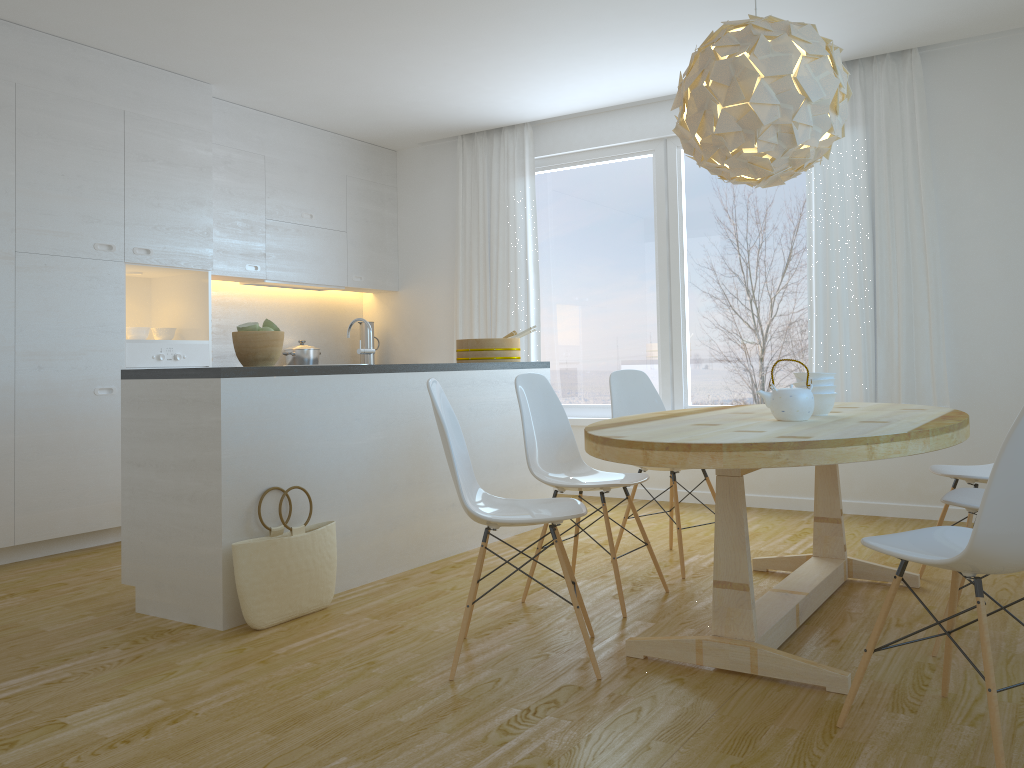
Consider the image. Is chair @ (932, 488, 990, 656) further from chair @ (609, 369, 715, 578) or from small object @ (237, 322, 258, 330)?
small object @ (237, 322, 258, 330)

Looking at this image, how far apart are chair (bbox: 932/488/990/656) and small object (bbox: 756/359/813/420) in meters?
0.5

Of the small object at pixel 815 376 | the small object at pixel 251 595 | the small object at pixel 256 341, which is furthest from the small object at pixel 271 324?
the small object at pixel 815 376

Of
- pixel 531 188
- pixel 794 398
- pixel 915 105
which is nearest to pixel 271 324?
pixel 794 398

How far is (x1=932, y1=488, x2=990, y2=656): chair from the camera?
2.8m

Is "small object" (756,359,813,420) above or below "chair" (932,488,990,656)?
above

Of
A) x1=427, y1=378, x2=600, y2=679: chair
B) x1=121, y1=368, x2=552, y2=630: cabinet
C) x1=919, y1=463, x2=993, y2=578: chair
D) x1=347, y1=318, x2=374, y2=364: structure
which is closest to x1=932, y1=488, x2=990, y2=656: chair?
x1=919, y1=463, x2=993, y2=578: chair

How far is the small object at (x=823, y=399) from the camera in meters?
3.2

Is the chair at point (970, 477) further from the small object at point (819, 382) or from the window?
the window

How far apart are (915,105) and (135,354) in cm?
463
